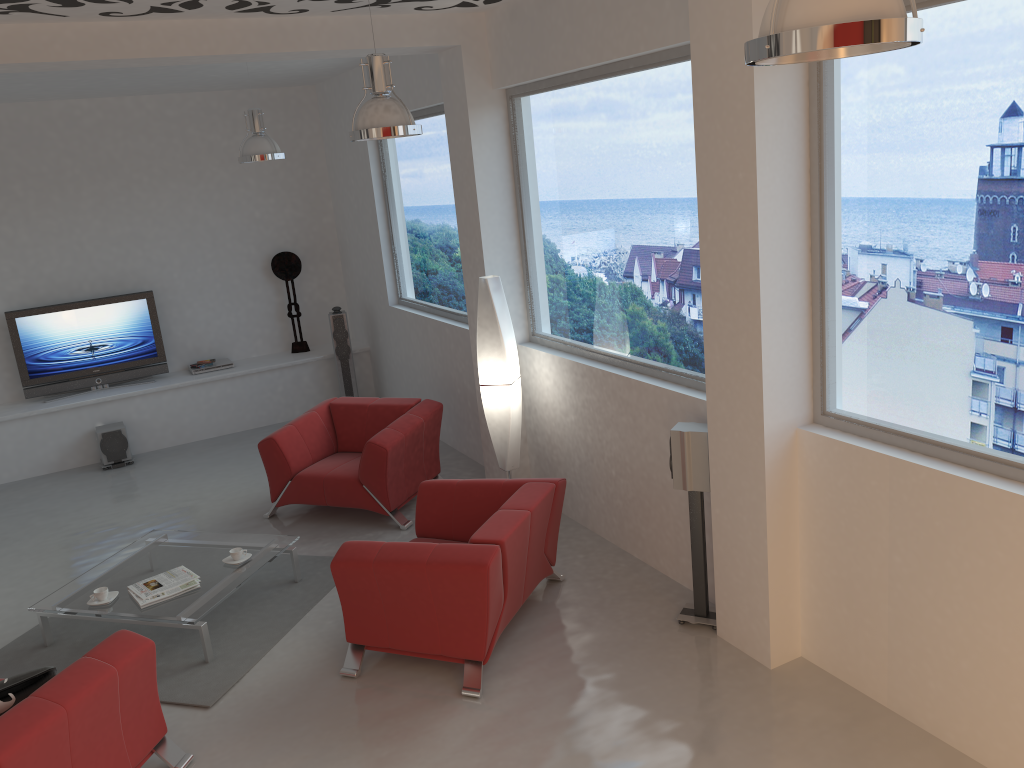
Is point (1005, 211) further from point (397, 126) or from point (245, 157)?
point (245, 157)

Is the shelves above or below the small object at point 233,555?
above

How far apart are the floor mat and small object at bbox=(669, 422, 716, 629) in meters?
2.2 m

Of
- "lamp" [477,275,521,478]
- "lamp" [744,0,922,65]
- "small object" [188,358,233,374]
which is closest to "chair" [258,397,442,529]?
"lamp" [477,275,521,478]

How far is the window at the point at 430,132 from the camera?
7.5m

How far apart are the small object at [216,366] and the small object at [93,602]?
4.46m

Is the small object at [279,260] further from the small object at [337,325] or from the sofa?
the sofa

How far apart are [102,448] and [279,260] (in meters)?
2.69

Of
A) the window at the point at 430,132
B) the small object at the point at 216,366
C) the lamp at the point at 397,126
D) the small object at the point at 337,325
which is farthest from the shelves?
the lamp at the point at 397,126

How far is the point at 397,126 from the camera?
4.4 meters
